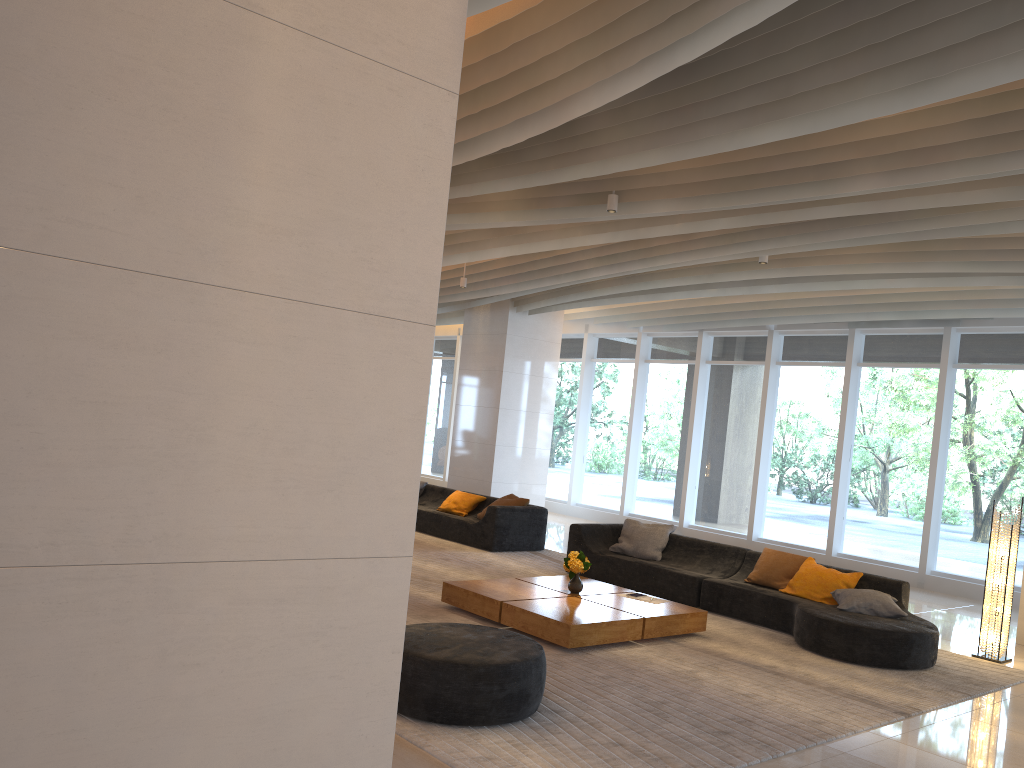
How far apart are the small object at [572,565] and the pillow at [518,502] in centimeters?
399cm

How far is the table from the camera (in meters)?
6.58

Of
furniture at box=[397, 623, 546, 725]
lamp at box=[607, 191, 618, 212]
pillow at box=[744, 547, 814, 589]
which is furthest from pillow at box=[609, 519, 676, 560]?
furniture at box=[397, 623, 546, 725]

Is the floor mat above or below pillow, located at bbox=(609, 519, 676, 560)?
below

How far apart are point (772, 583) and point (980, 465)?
4.8m

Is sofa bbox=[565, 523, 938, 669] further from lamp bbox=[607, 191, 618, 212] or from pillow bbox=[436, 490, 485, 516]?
lamp bbox=[607, 191, 618, 212]

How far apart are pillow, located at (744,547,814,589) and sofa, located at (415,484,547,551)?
3.50m

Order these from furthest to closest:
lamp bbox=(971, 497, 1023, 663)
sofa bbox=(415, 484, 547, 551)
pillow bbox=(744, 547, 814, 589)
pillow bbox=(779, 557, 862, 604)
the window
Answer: Answer: the window
sofa bbox=(415, 484, 547, 551)
pillow bbox=(744, 547, 814, 589)
pillow bbox=(779, 557, 862, 604)
lamp bbox=(971, 497, 1023, 663)

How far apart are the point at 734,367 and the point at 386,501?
12.83m

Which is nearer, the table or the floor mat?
the floor mat
